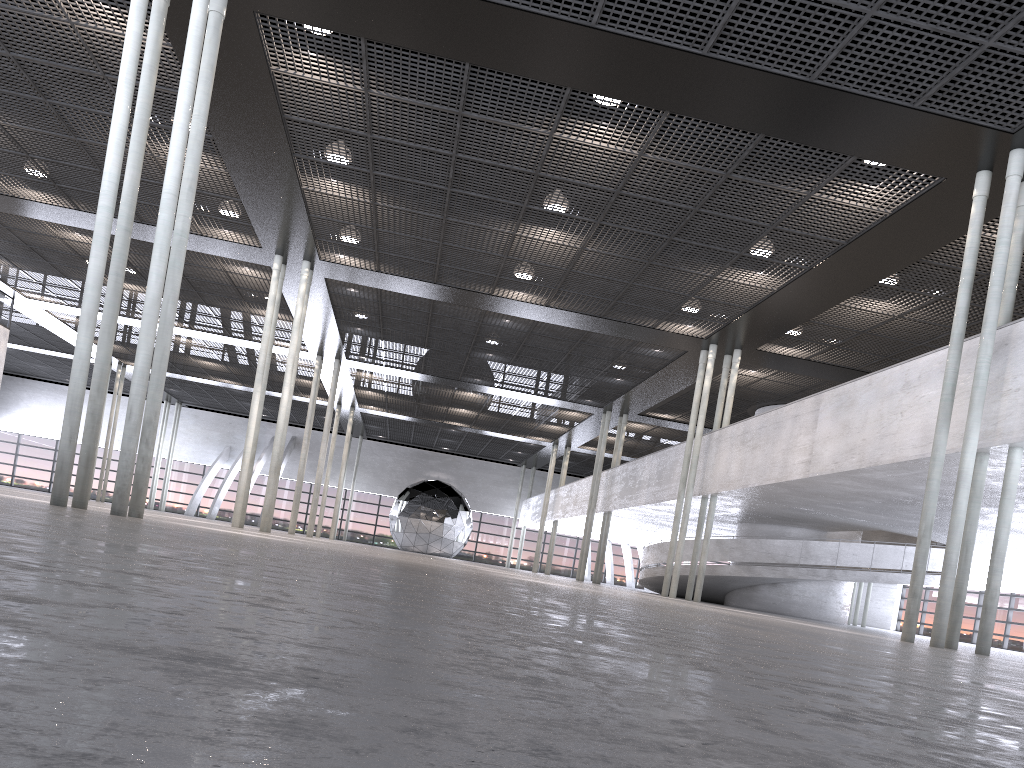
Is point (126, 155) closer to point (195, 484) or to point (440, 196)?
point (440, 196)

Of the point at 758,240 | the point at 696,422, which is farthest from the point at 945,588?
the point at 696,422
